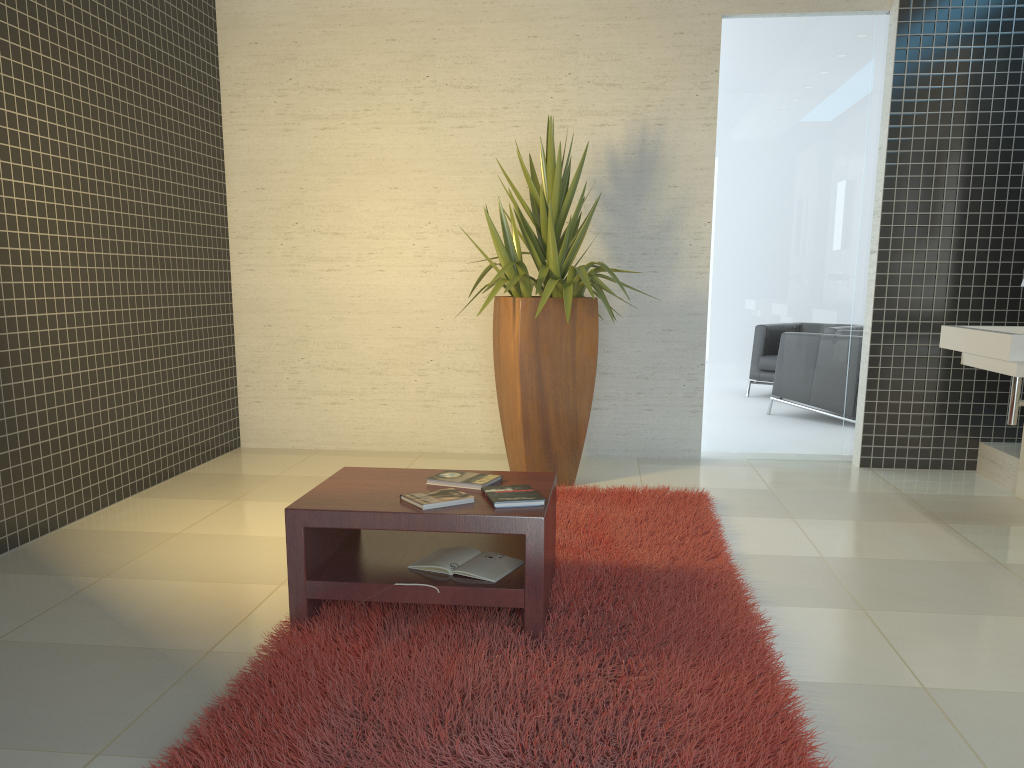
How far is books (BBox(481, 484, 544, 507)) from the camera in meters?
2.9

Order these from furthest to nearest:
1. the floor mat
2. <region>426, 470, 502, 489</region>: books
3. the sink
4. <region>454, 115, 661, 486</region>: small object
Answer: <region>454, 115, 661, 486</region>: small object < the sink < <region>426, 470, 502, 489</region>: books < the floor mat

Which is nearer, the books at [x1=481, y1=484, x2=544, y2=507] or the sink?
the books at [x1=481, y1=484, x2=544, y2=507]

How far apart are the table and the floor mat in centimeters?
2cm

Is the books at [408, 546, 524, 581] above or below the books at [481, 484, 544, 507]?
below

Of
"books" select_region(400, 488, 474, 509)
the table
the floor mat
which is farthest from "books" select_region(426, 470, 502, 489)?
the floor mat

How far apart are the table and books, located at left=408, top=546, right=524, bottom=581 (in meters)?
0.02

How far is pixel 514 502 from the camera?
2.9 meters

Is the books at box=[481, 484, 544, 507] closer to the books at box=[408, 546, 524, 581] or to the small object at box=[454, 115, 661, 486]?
the books at box=[408, 546, 524, 581]

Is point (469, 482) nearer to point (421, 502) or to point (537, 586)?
point (421, 502)
